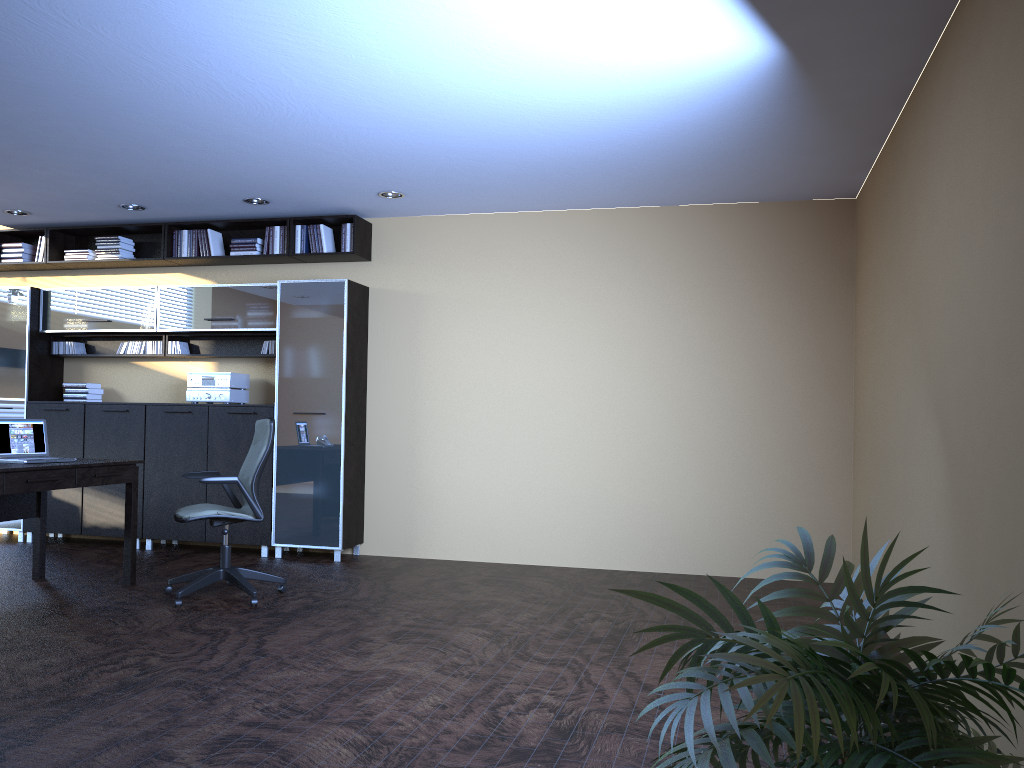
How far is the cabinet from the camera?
7.6 meters

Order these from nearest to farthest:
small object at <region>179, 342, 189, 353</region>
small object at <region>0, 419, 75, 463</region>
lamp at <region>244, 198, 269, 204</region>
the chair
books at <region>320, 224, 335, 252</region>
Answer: the chair
small object at <region>0, 419, 75, 463</region>
lamp at <region>244, 198, 269, 204</region>
books at <region>320, 224, 335, 252</region>
small object at <region>179, 342, 189, 353</region>

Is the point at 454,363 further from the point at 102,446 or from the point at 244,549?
the point at 102,446

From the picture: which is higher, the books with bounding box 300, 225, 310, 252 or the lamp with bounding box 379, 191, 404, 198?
the lamp with bounding box 379, 191, 404, 198

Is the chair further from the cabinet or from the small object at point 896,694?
the small object at point 896,694

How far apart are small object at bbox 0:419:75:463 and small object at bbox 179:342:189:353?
2.26m

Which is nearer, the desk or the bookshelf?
the desk

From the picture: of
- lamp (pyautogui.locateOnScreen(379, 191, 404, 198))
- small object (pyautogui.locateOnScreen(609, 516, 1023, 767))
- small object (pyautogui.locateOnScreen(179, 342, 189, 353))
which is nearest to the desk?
small object (pyautogui.locateOnScreen(179, 342, 189, 353))

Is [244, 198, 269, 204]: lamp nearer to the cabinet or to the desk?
the cabinet

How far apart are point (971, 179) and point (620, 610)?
3.4m
